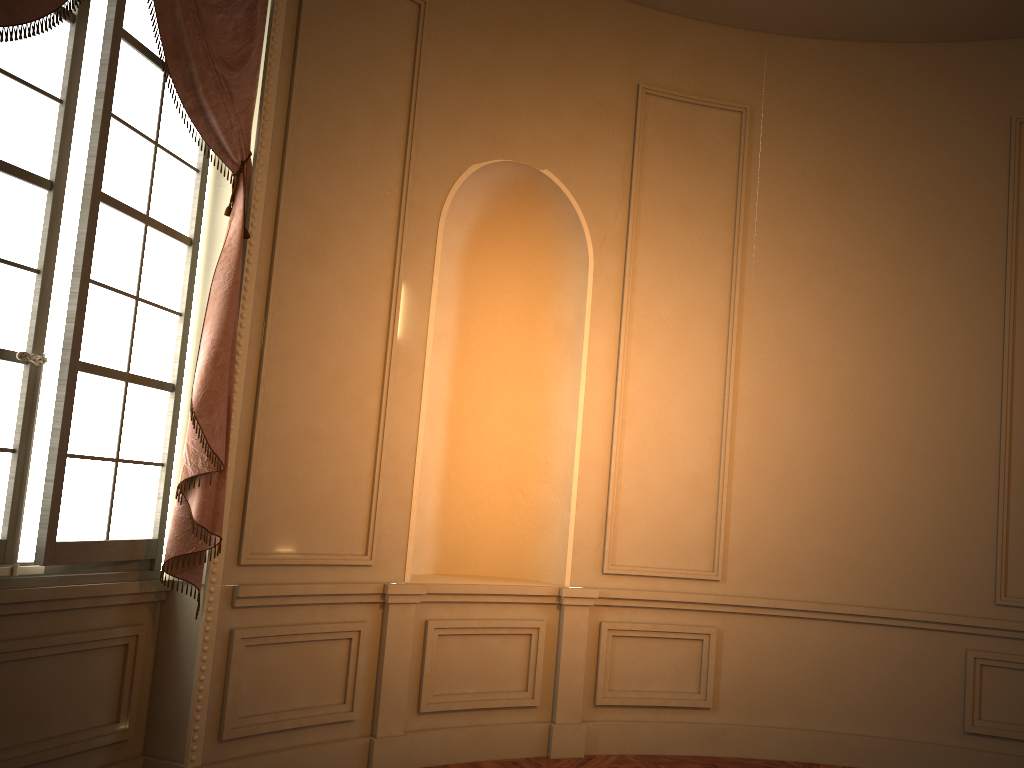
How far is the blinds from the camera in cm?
340

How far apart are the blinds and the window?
0.1 meters

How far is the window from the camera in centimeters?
304cm

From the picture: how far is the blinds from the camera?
3.4 meters

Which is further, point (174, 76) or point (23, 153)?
point (174, 76)

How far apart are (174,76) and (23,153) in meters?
0.7 m

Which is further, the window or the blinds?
the blinds

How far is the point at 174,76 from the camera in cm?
340

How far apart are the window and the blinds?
0.1 meters
